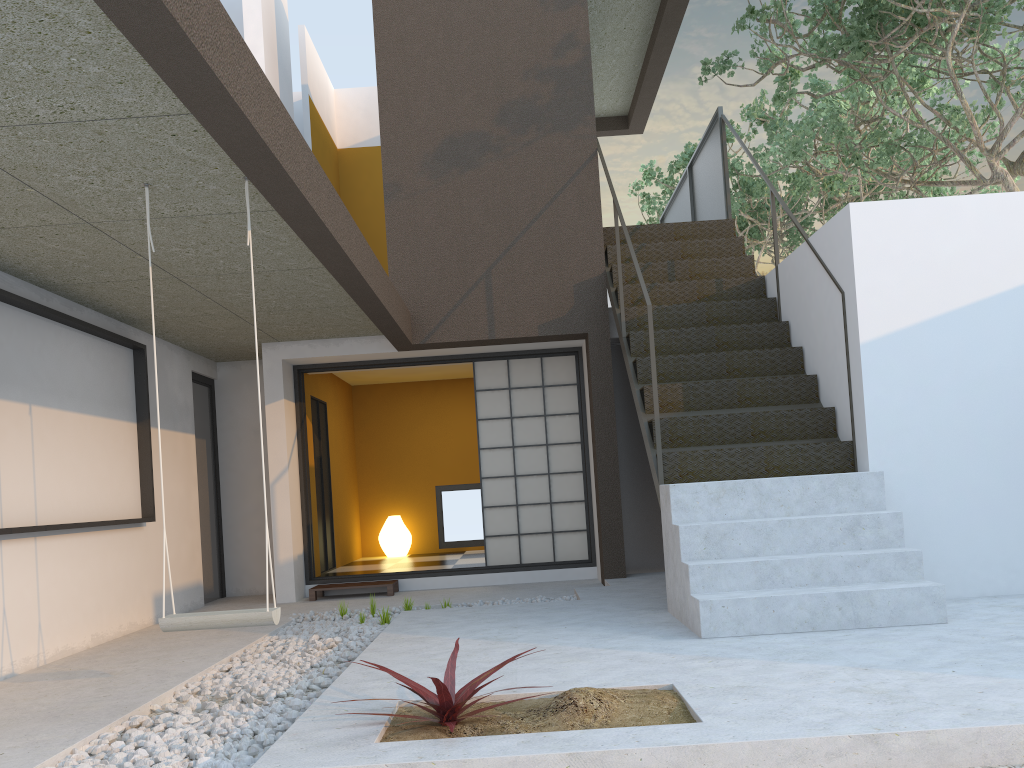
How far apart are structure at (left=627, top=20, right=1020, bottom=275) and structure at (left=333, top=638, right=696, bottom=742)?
8.38m

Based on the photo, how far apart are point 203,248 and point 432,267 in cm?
272

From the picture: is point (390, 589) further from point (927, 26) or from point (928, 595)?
point (927, 26)

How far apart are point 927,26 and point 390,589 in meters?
6.2 m

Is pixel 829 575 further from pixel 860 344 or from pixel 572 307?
pixel 572 307

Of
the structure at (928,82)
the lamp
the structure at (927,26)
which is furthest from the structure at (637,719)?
the structure at (928,82)

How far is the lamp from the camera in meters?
10.0 m

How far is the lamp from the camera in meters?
10.0 m

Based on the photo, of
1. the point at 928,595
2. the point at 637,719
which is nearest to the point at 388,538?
the point at 928,595

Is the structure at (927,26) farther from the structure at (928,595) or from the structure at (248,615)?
the structure at (248,615)
